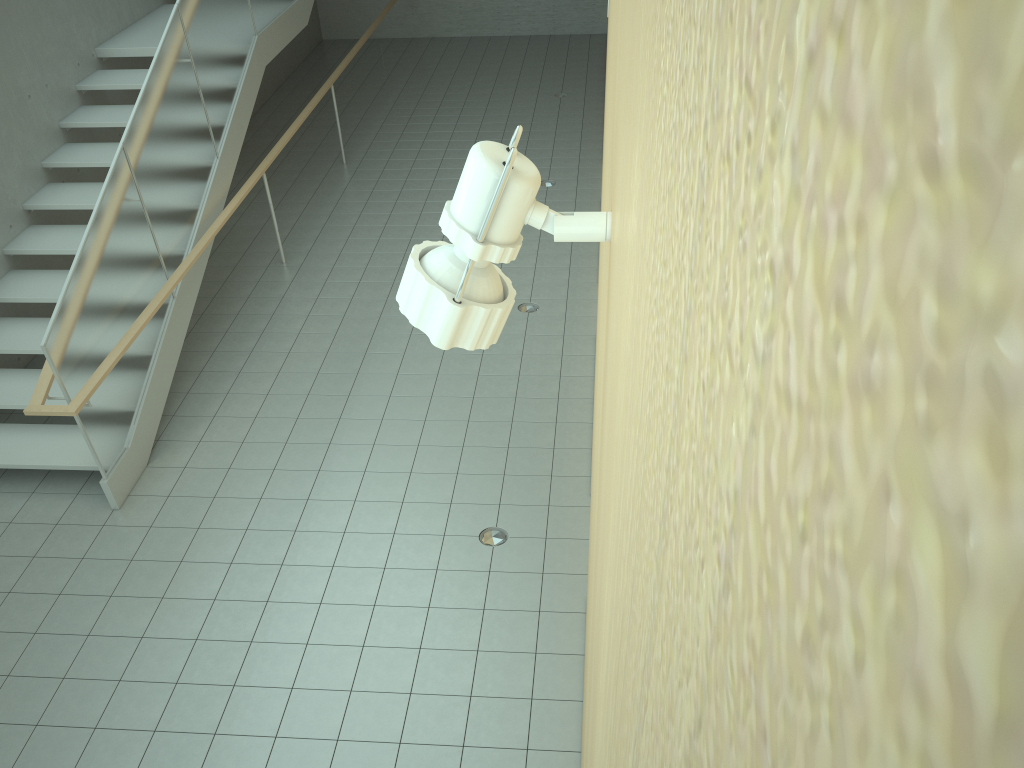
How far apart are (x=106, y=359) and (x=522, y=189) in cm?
541

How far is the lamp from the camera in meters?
0.9

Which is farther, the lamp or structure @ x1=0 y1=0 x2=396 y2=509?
structure @ x1=0 y1=0 x2=396 y2=509

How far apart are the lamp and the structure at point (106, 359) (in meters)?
4.83

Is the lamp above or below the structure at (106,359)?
above

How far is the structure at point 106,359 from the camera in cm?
557

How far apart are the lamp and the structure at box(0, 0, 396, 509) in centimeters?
483cm

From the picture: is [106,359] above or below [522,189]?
below

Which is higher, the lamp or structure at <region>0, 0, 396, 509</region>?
the lamp

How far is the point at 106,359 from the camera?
5.6m
